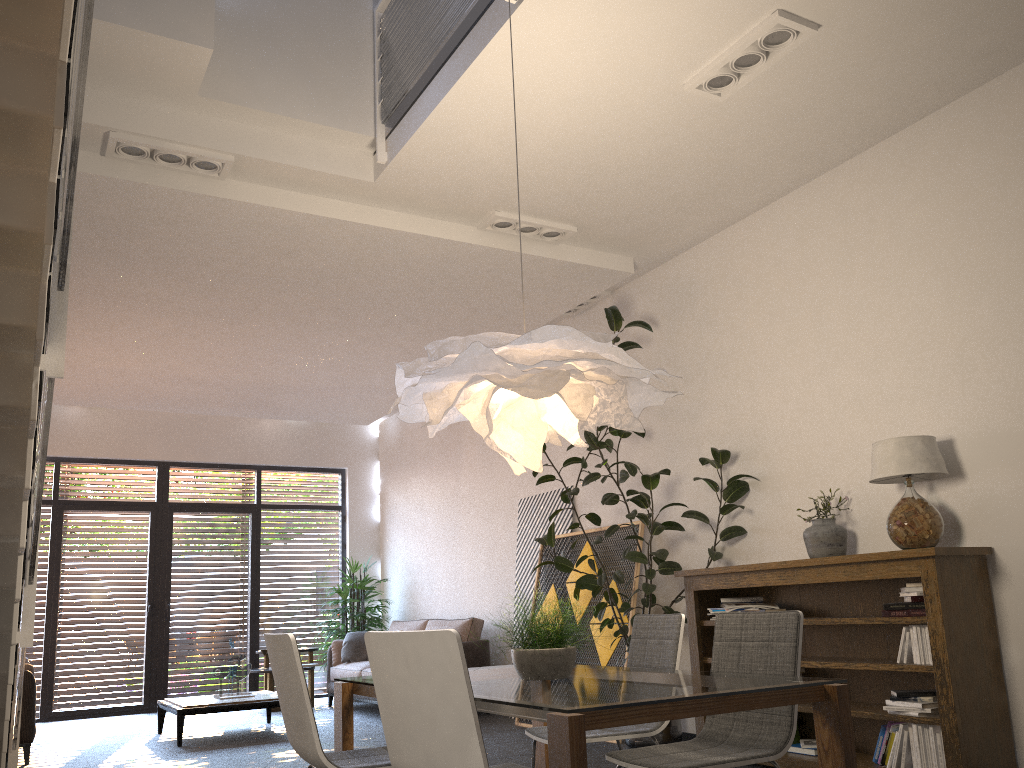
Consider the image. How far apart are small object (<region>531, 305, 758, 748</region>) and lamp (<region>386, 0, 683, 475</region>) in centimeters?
222cm

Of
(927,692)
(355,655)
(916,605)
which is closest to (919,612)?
(916,605)

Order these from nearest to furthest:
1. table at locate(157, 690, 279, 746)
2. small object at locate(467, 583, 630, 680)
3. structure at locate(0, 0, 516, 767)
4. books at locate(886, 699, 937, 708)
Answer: structure at locate(0, 0, 516, 767)
small object at locate(467, 583, 630, 680)
books at locate(886, 699, 937, 708)
table at locate(157, 690, 279, 746)

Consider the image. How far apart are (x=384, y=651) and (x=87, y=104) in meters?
3.6

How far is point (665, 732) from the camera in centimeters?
583cm

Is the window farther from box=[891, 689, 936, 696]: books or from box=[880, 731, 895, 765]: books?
box=[891, 689, 936, 696]: books

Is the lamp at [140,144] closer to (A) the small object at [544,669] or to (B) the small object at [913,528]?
(A) the small object at [544,669]

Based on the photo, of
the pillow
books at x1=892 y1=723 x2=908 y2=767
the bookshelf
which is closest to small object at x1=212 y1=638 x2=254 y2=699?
the pillow

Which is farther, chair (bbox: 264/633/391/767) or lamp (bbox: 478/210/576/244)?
lamp (bbox: 478/210/576/244)

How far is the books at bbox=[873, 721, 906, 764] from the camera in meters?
4.5
